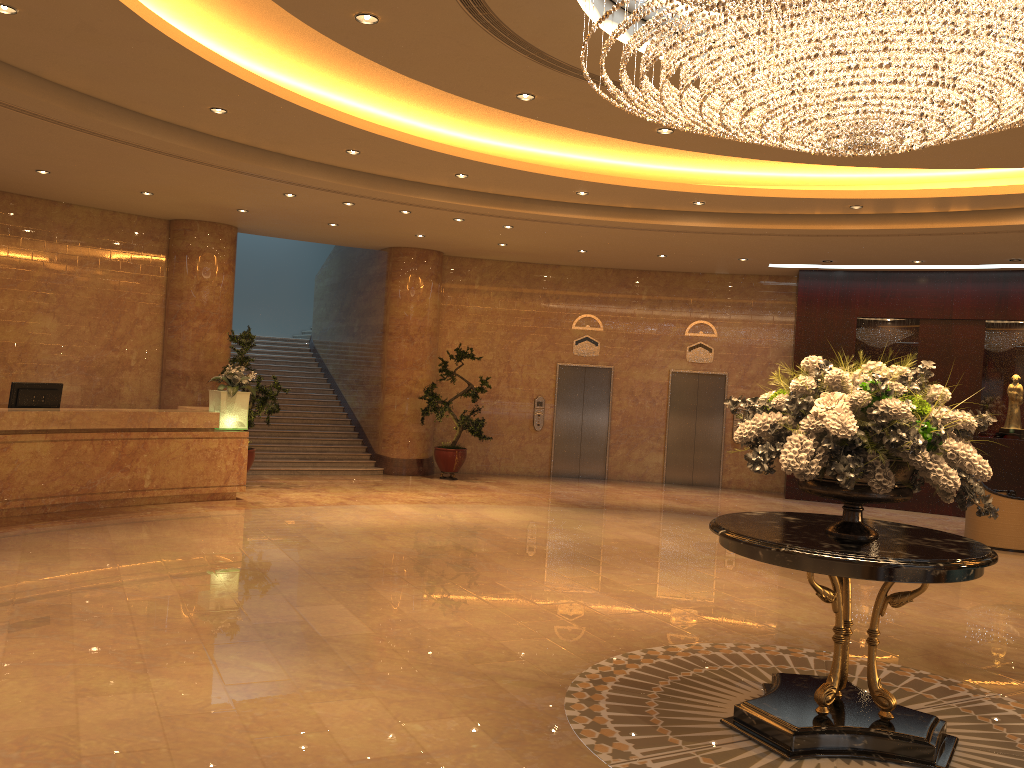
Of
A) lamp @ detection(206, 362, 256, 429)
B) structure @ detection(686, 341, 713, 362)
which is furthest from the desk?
structure @ detection(686, 341, 713, 362)

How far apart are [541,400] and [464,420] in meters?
2.1 m

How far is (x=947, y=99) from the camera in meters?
4.5

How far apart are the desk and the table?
7.89m

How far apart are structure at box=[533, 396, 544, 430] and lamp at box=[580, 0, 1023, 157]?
10.5 meters

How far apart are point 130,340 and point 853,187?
10.66m

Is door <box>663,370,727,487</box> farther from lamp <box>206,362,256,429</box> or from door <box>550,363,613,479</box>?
lamp <box>206,362,256,429</box>

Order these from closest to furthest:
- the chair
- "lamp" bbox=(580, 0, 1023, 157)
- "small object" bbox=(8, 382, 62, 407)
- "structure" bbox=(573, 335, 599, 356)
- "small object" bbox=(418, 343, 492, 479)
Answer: "lamp" bbox=(580, 0, 1023, 157), "small object" bbox=(8, 382, 62, 407), the chair, "small object" bbox=(418, 343, 492, 479), "structure" bbox=(573, 335, 599, 356)

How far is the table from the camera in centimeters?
429cm

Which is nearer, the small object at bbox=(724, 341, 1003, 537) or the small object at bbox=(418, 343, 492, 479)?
the small object at bbox=(724, 341, 1003, 537)
